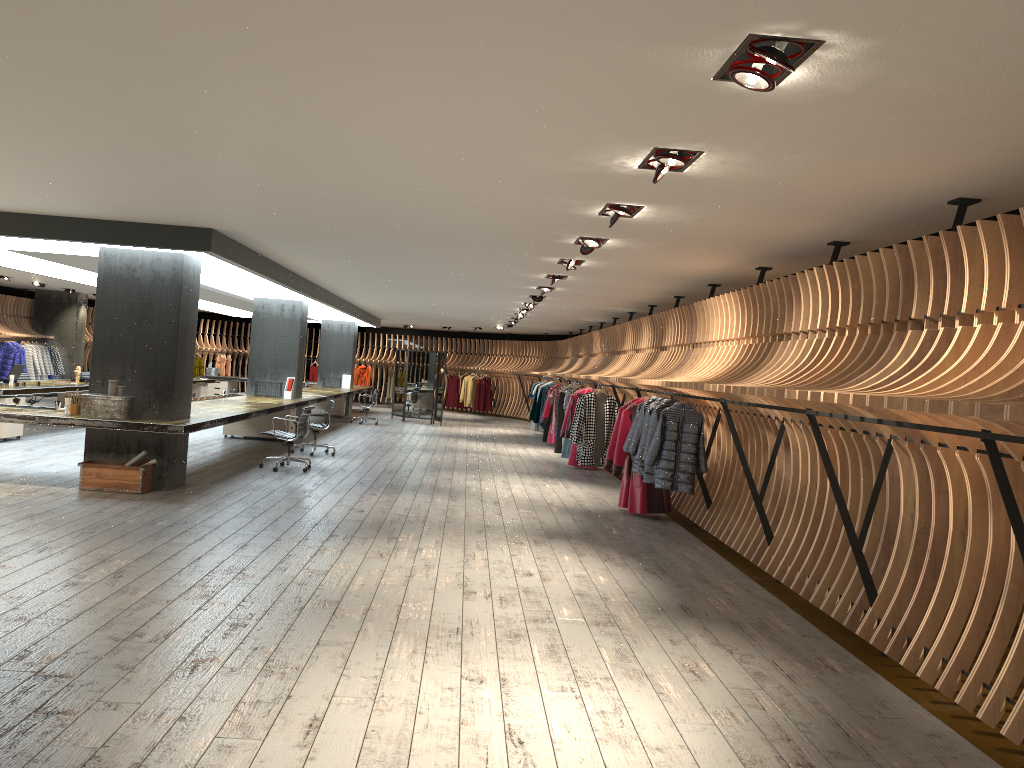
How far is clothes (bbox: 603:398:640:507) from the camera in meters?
10.2 m

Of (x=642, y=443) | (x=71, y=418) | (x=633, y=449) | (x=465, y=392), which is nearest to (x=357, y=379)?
(x=465, y=392)

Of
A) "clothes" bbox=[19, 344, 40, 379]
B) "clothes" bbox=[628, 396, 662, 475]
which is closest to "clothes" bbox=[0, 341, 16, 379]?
"clothes" bbox=[19, 344, 40, 379]

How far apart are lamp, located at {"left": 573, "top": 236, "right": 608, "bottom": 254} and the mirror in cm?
1461

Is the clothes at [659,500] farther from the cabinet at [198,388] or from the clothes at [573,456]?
the cabinet at [198,388]

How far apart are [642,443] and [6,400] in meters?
9.2

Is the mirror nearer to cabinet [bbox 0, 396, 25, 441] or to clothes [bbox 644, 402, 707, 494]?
cabinet [bbox 0, 396, 25, 441]

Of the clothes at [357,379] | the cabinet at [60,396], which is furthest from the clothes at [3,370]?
the clothes at [357,379]

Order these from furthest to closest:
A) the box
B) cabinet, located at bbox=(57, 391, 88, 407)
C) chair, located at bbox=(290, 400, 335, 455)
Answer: cabinet, located at bbox=(57, 391, 88, 407), chair, located at bbox=(290, 400, 335, 455), the box

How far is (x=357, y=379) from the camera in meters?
30.6 m
